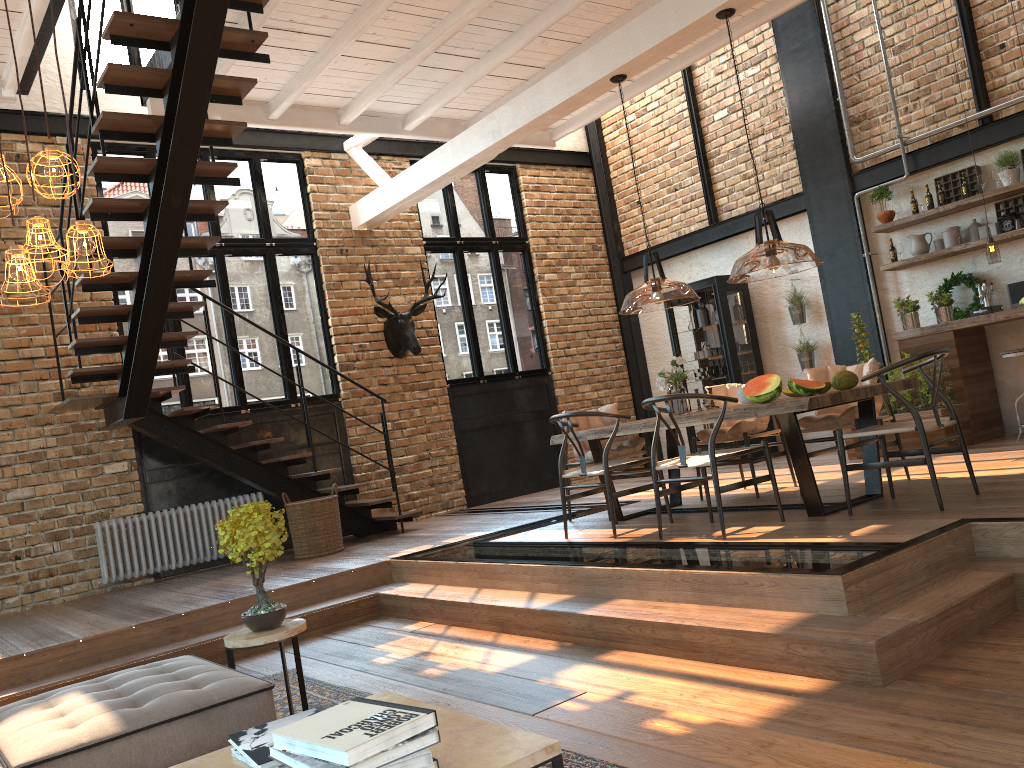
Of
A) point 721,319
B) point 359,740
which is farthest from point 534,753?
point 721,319

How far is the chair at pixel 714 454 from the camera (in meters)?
5.06

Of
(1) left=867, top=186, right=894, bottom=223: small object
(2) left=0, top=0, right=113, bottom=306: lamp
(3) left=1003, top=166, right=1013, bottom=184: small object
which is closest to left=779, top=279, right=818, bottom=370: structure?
(1) left=867, top=186, right=894, bottom=223: small object

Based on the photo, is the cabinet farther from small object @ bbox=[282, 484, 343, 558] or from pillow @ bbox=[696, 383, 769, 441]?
small object @ bbox=[282, 484, 343, 558]

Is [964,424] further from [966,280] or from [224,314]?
[224,314]

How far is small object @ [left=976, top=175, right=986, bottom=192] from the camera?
7.9 meters

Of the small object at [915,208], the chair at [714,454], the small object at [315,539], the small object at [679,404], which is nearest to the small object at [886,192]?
the small object at [915,208]

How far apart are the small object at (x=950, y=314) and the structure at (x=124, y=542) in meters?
6.6 m

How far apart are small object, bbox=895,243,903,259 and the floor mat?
6.81m

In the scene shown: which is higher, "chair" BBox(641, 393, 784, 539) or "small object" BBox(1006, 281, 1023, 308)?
"small object" BBox(1006, 281, 1023, 308)
